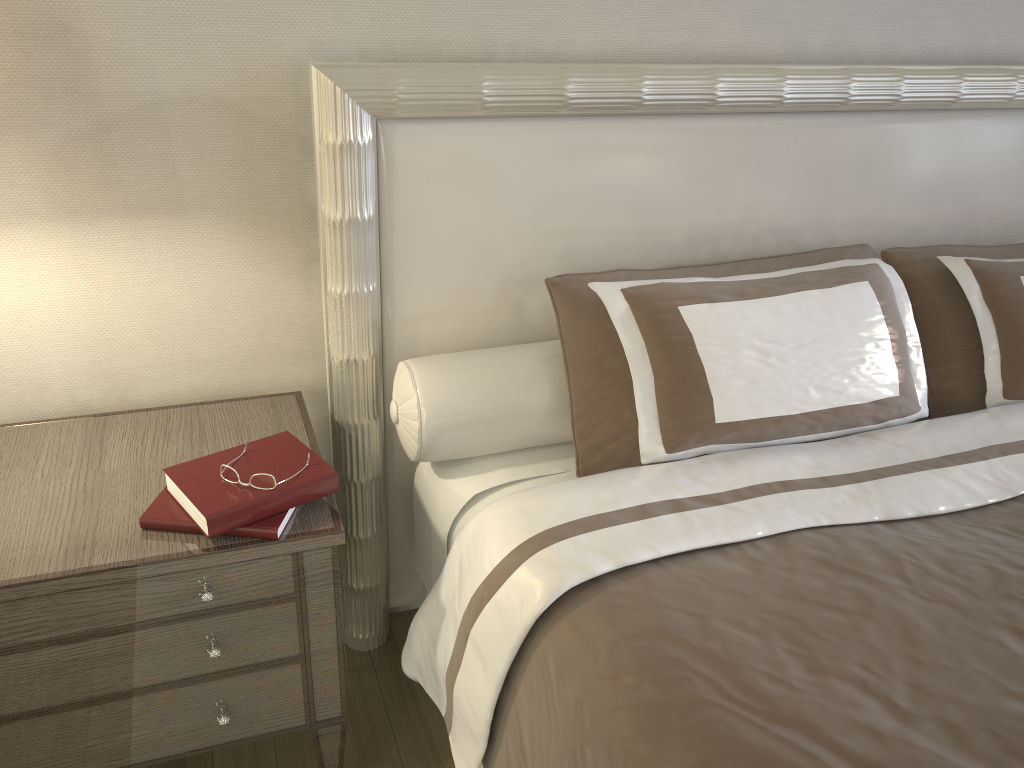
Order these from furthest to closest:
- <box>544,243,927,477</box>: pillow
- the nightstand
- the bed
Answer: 1. <box>544,243,927,477</box>: pillow
2. the nightstand
3. the bed

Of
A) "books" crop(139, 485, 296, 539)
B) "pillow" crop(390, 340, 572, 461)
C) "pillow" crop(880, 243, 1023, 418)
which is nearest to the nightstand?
"books" crop(139, 485, 296, 539)

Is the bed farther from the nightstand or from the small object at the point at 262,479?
the small object at the point at 262,479

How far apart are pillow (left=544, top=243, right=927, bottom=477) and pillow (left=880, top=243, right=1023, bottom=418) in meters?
0.1 m

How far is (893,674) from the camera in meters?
1.1 m

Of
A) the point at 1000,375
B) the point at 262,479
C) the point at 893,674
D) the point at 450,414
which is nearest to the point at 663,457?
the point at 450,414

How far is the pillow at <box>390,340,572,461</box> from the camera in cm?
167

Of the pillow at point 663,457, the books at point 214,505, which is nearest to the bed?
the pillow at point 663,457

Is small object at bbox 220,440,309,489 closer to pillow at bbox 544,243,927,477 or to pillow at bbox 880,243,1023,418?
pillow at bbox 544,243,927,477

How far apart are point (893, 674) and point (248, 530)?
0.9 meters
